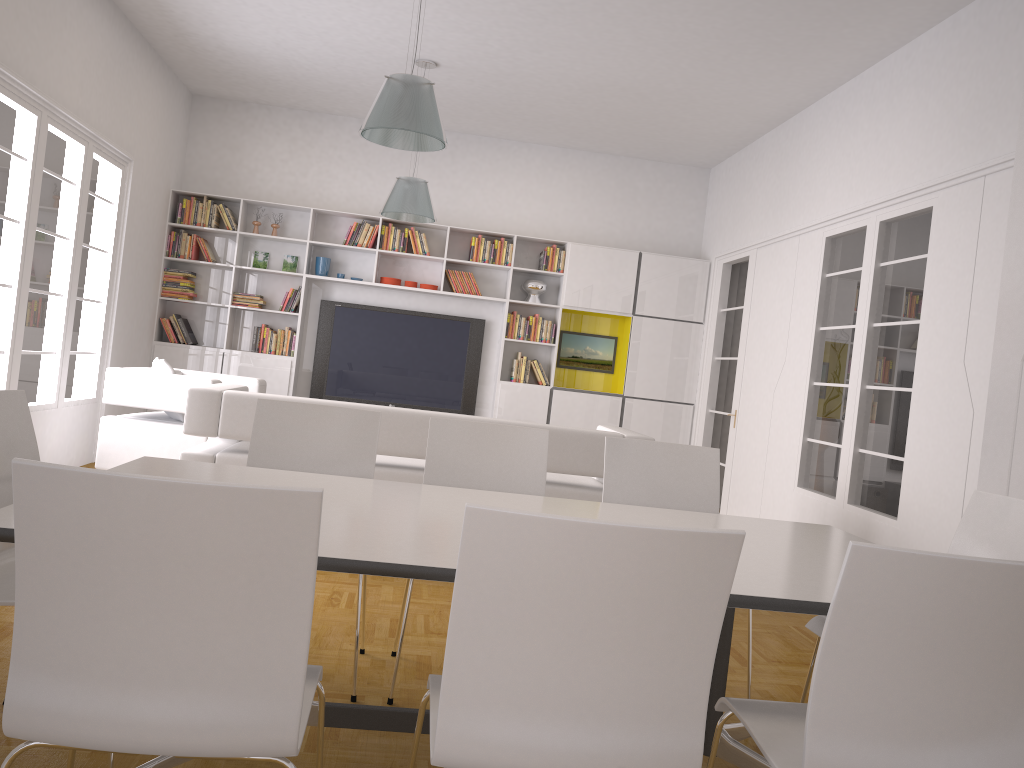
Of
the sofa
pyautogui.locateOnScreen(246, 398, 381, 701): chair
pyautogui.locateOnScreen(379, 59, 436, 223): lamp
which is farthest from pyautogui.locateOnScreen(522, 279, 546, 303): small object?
pyautogui.locateOnScreen(246, 398, 381, 701): chair

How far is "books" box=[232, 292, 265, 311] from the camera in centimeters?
860cm

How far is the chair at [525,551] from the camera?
1.4m

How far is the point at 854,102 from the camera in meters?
6.3

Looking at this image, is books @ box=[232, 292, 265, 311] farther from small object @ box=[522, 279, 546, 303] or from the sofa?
the sofa

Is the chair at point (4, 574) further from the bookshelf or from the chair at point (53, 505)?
the bookshelf

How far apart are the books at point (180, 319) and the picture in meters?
0.3 m

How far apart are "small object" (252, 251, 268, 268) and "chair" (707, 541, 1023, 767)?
7.6m

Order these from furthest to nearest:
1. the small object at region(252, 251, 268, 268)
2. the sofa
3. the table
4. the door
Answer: the small object at region(252, 251, 268, 268), the door, the sofa, the table

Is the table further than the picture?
No
